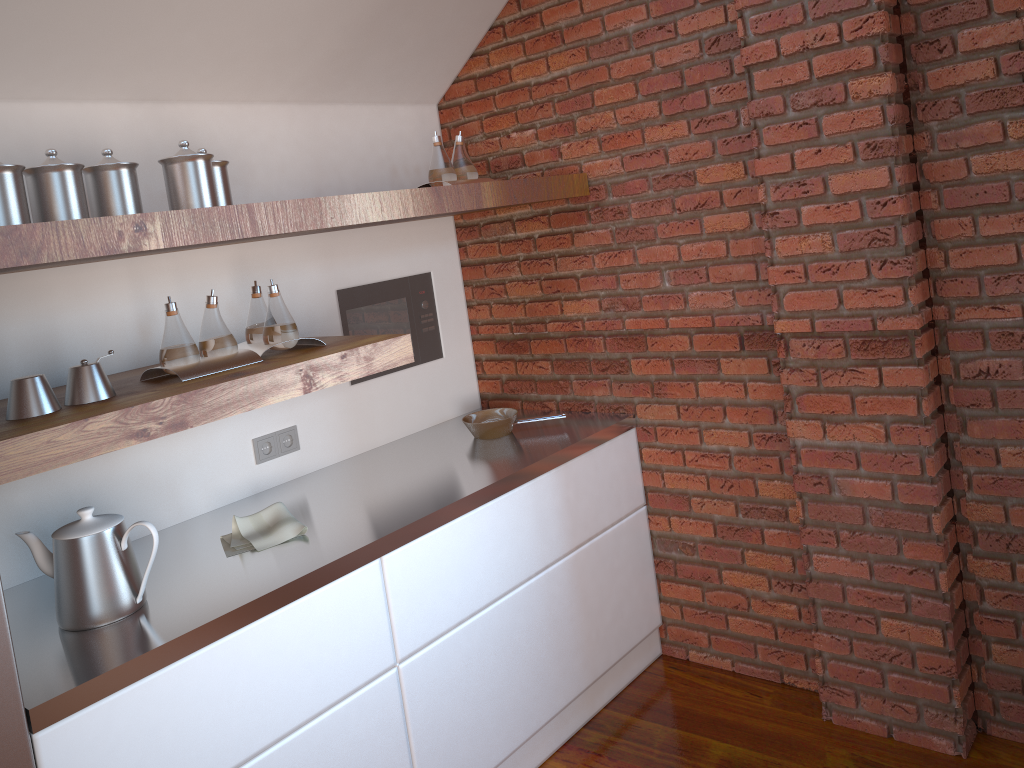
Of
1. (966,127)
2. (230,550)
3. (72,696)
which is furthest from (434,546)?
(966,127)

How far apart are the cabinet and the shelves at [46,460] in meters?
0.5 m

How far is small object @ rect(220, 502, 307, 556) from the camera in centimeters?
228cm

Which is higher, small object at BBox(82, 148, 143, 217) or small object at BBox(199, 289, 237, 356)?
small object at BBox(82, 148, 143, 217)

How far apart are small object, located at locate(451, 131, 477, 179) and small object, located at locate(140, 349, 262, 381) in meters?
1.0 m

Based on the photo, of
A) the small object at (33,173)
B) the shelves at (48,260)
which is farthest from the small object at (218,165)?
the small object at (33,173)

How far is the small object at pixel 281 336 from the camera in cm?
229

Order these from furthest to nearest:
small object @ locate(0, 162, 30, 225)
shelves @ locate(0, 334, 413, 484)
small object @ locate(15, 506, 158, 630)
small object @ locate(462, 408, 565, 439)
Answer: small object @ locate(462, 408, 565, 439), small object @ locate(15, 506, 158, 630), small object @ locate(0, 162, 30, 225), shelves @ locate(0, 334, 413, 484)

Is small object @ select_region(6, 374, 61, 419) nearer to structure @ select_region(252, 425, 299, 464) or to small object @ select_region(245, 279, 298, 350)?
small object @ select_region(245, 279, 298, 350)

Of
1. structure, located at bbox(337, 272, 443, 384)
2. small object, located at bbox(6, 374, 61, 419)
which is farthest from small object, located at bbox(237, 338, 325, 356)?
structure, located at bbox(337, 272, 443, 384)
